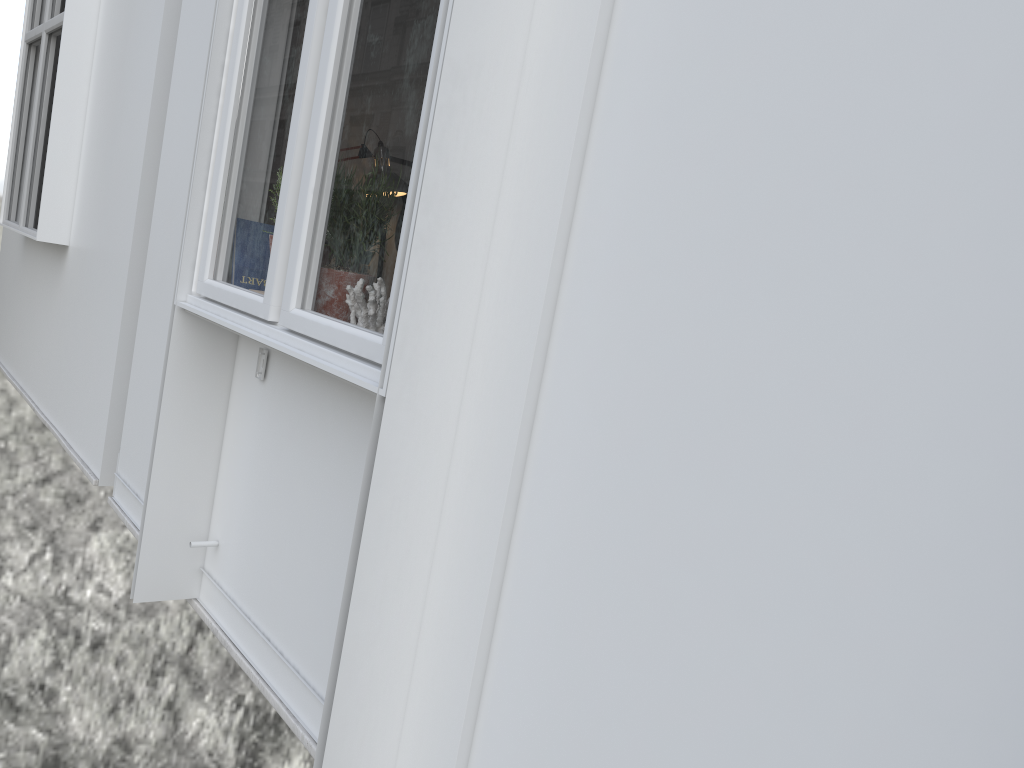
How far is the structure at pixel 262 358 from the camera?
2.2m

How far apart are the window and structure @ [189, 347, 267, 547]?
0.18m

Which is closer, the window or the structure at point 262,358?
the window

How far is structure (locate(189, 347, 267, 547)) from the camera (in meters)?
2.20

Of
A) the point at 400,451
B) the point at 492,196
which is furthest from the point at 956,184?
the point at 400,451

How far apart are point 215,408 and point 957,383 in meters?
1.9 m

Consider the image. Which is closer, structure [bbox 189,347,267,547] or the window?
the window

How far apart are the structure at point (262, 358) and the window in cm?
18

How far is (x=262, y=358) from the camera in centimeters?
220cm

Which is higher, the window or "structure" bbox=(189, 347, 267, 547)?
the window
